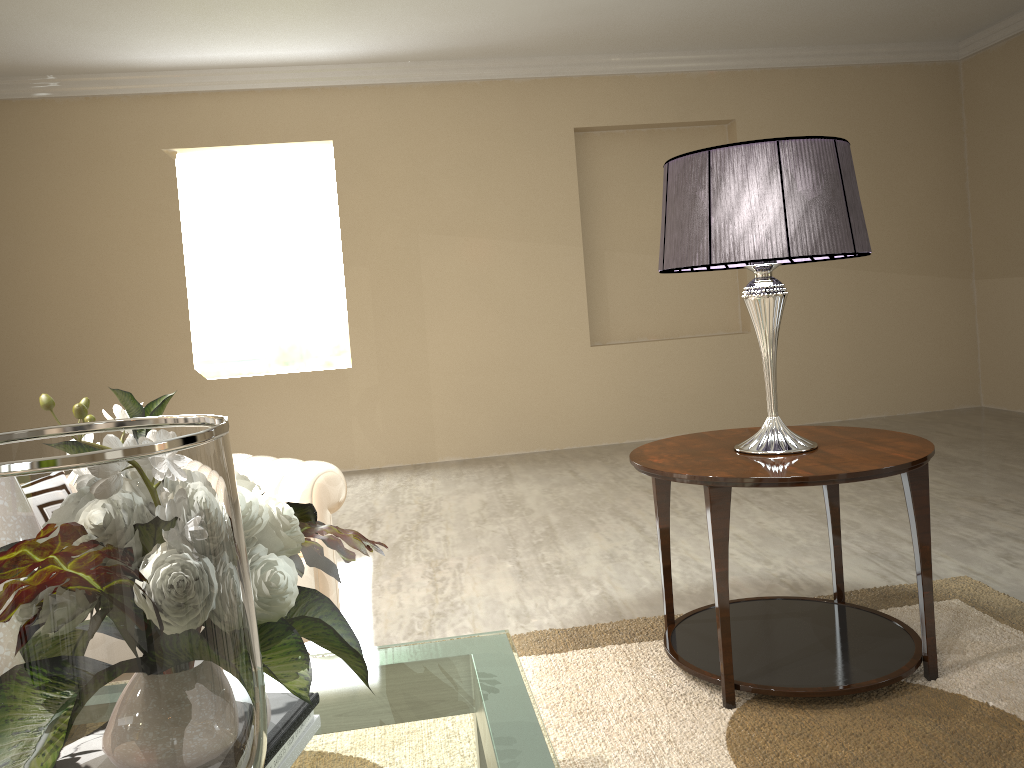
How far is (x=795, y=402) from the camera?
5.62m

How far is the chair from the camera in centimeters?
207cm

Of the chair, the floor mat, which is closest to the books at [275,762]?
→ the floor mat

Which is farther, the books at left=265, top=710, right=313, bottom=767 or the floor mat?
the floor mat

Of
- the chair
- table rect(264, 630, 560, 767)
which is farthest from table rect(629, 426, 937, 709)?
table rect(264, 630, 560, 767)

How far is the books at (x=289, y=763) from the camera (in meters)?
1.17

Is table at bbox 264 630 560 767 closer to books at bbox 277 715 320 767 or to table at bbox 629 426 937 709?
table at bbox 629 426 937 709

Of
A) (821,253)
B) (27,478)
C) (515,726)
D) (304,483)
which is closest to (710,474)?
(821,253)

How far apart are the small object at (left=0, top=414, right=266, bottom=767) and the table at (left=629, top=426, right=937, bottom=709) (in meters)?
1.30

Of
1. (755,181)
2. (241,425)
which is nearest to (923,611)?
(755,181)
